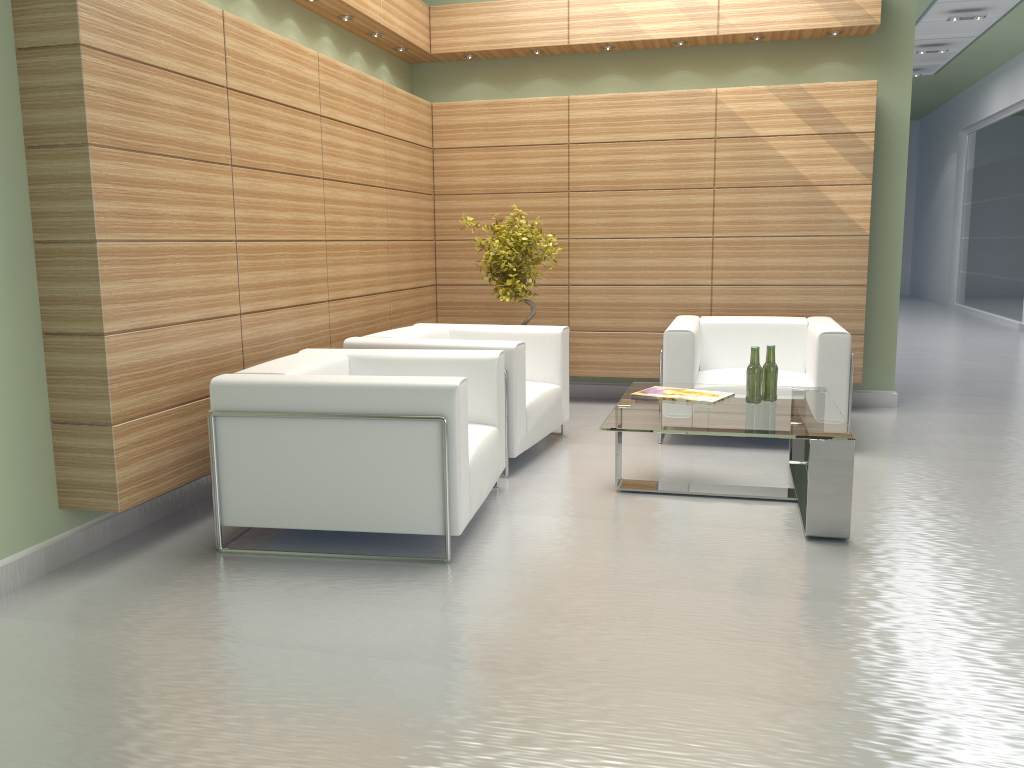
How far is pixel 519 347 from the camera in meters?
8.0 m

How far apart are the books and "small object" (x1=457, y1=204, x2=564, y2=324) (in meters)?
2.58

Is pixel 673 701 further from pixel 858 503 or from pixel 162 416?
pixel 162 416

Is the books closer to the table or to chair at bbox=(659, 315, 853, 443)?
the table

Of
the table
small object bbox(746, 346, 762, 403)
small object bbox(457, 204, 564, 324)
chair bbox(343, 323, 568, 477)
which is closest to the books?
the table

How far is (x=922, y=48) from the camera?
20.0 meters

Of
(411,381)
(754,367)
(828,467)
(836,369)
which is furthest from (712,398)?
(411,381)

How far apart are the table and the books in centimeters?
6cm

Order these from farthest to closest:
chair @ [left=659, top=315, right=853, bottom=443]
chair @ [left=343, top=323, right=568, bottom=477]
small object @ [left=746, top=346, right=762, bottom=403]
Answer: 1. chair @ [left=659, top=315, right=853, bottom=443]
2. chair @ [left=343, top=323, right=568, bottom=477]
3. small object @ [left=746, top=346, right=762, bottom=403]

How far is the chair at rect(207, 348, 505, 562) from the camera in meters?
5.8
